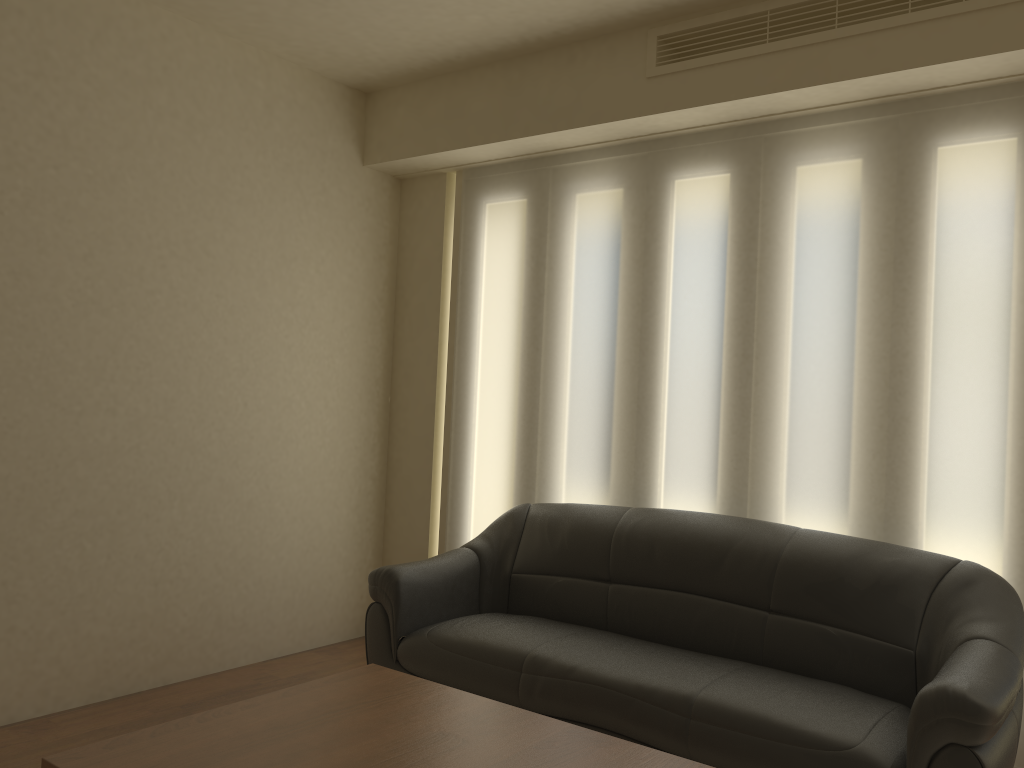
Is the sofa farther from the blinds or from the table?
the table

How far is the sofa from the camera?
2.6m

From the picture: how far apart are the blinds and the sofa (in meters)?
0.21

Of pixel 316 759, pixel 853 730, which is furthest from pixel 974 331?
pixel 316 759

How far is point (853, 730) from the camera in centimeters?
256cm

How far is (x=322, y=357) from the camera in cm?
467

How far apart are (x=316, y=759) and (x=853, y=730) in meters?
1.5

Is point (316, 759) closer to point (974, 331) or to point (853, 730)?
point (853, 730)

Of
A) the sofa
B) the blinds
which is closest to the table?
the sofa

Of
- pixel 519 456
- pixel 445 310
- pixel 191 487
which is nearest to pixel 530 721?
pixel 519 456
